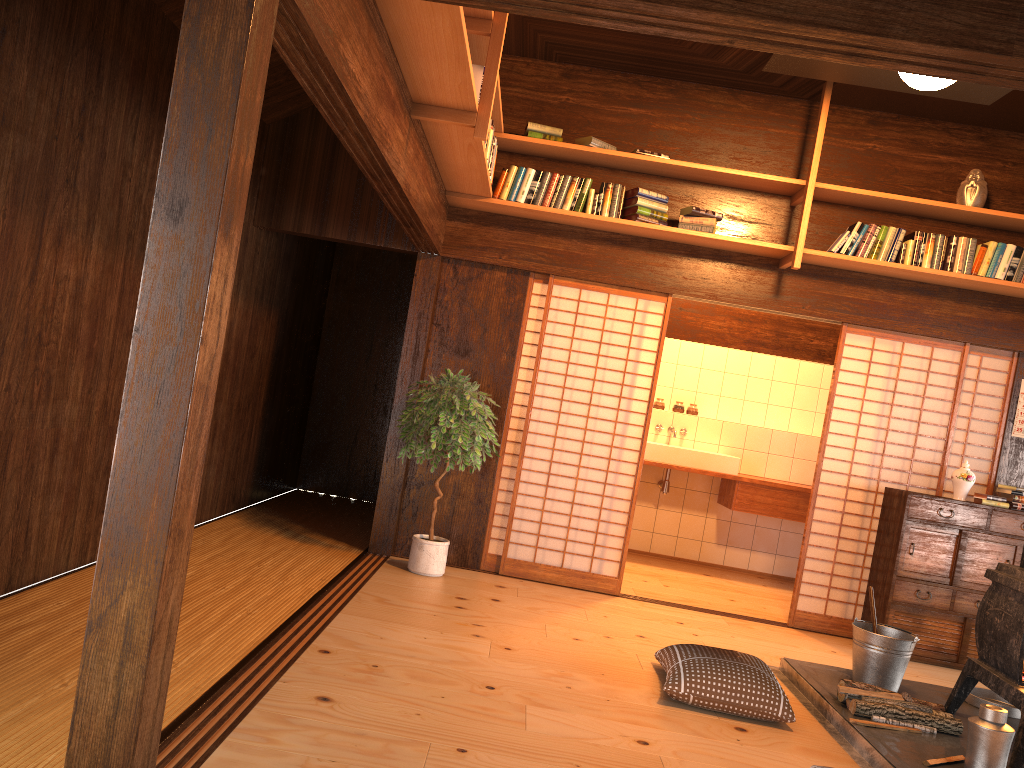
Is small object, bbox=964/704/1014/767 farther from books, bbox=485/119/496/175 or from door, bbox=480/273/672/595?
books, bbox=485/119/496/175

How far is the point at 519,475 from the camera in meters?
5.9 m

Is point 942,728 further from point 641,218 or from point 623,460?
point 641,218

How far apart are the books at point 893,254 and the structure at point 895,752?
2.6m

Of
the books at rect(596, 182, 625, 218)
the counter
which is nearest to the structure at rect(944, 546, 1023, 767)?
the books at rect(596, 182, 625, 218)

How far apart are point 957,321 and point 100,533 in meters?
5.3 m

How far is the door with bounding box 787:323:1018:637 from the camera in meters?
5.9

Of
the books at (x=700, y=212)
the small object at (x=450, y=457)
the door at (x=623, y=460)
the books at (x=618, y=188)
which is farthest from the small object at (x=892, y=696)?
the books at (x=618, y=188)

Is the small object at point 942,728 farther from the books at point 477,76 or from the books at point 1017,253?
the books at point 477,76

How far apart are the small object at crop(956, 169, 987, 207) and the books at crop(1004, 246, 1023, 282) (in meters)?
0.36
